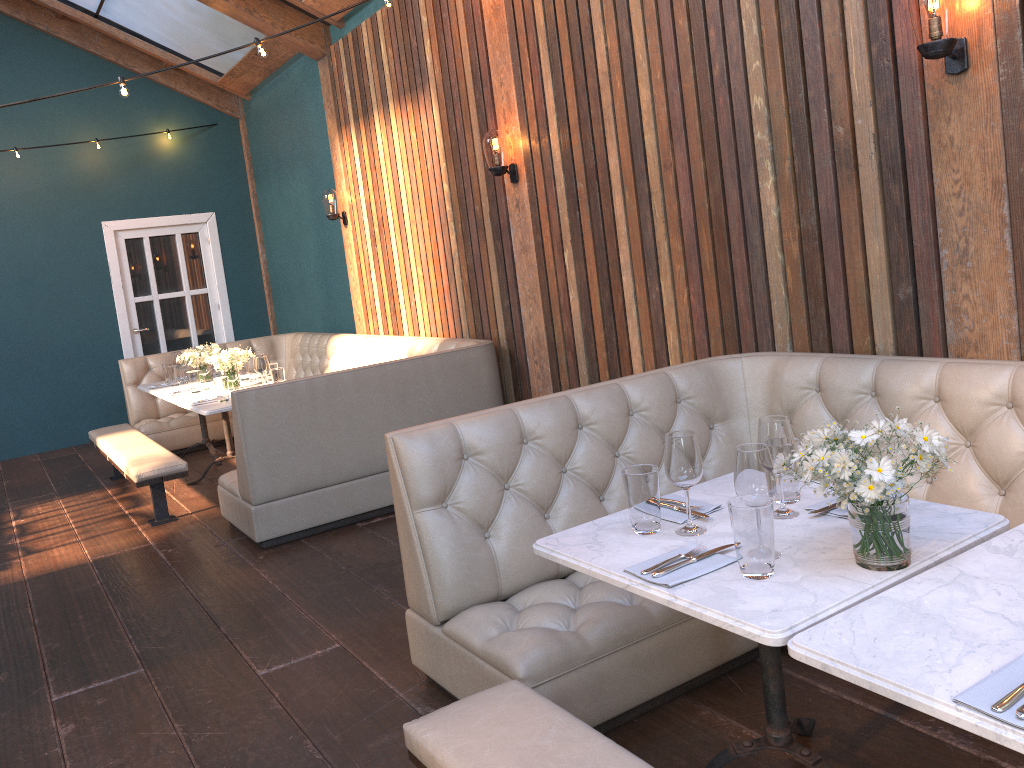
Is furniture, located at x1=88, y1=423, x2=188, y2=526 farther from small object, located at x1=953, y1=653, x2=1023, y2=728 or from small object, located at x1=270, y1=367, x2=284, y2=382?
small object, located at x1=953, y1=653, x2=1023, y2=728

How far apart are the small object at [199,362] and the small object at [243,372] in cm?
36

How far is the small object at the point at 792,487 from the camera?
2.27m

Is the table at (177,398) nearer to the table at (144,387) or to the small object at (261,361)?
the table at (144,387)

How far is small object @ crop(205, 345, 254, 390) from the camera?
6.1 meters

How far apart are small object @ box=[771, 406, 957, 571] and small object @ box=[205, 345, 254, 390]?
4.9 meters

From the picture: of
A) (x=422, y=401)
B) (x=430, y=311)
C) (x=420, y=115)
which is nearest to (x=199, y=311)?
(x=430, y=311)

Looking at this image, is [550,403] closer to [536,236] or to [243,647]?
[243,647]

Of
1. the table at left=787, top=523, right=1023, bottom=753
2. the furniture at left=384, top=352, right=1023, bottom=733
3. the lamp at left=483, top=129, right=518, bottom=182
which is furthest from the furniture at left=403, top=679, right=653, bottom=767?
the lamp at left=483, top=129, right=518, bottom=182

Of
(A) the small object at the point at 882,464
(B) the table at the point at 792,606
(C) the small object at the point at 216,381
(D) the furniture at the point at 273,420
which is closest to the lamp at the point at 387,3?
(D) the furniture at the point at 273,420
